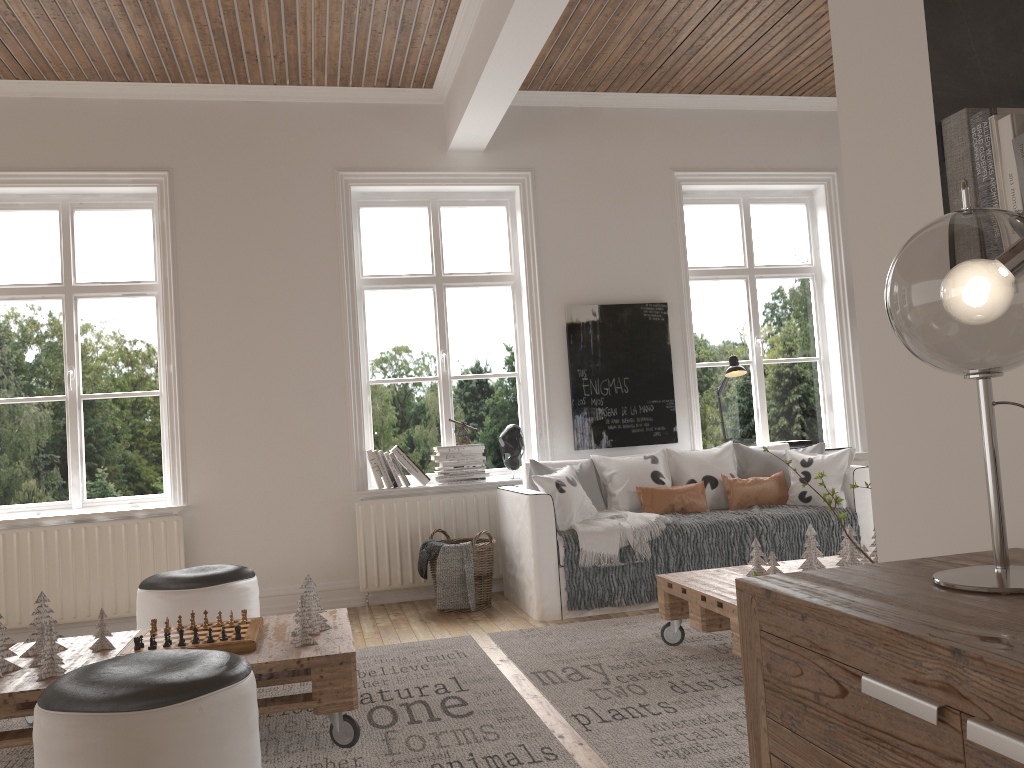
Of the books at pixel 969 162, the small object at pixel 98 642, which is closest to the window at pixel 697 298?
the small object at pixel 98 642

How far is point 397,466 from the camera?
5.3 meters

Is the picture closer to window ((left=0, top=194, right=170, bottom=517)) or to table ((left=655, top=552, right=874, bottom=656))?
table ((left=655, top=552, right=874, bottom=656))

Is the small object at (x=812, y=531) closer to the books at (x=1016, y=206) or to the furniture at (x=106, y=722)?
the furniture at (x=106, y=722)

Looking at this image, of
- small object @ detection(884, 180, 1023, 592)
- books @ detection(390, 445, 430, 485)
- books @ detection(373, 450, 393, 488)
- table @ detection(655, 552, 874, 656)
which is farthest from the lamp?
small object @ detection(884, 180, 1023, 592)

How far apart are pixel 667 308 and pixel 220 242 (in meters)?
2.78

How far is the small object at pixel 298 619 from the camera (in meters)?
2.90

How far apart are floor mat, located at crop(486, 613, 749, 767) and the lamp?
1.85m

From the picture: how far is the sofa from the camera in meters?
4.4

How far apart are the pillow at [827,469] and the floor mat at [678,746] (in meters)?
0.97
